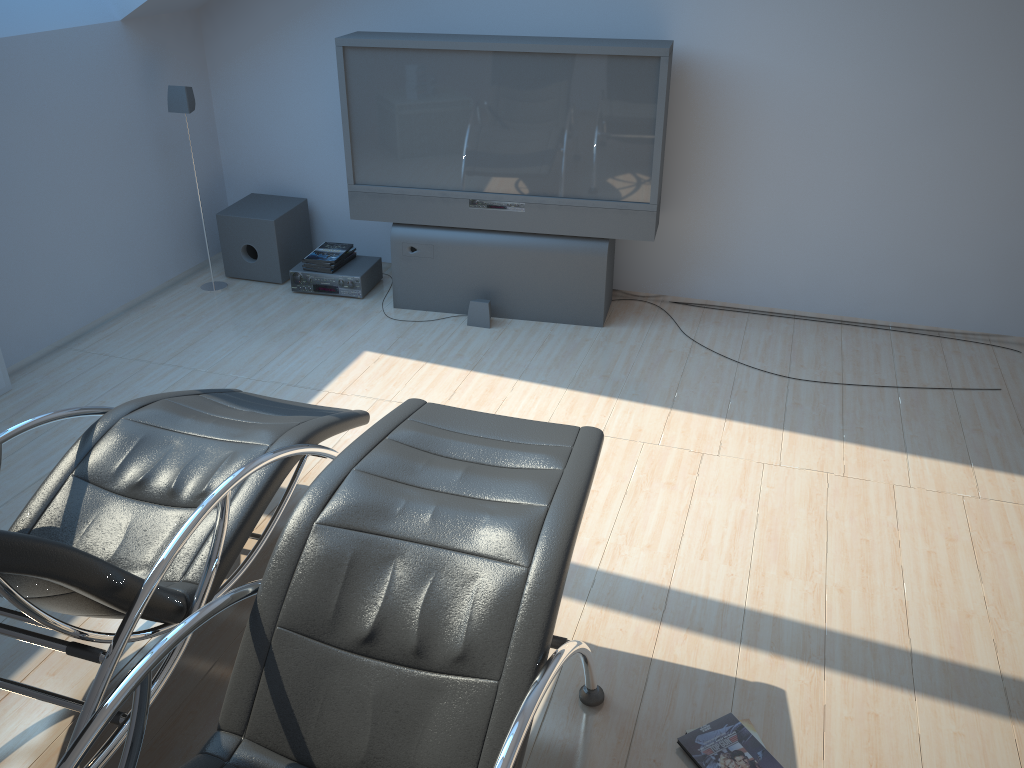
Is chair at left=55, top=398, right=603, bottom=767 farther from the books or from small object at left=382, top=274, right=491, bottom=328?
small object at left=382, top=274, right=491, bottom=328

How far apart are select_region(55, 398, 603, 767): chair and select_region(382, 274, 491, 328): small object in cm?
218

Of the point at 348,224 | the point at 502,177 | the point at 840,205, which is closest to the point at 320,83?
the point at 348,224

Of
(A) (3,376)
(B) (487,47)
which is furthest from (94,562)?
(B) (487,47)

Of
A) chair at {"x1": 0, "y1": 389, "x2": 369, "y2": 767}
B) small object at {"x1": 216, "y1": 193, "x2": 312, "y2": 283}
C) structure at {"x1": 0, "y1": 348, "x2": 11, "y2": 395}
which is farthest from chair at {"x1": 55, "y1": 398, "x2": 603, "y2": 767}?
small object at {"x1": 216, "y1": 193, "x2": 312, "y2": 283}

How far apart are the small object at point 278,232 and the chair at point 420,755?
3.0m

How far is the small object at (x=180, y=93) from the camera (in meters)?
4.80

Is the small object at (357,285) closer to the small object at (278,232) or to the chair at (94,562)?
the small object at (278,232)

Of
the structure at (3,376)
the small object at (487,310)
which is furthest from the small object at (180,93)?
the small object at (487,310)

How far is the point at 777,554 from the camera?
3.13m
